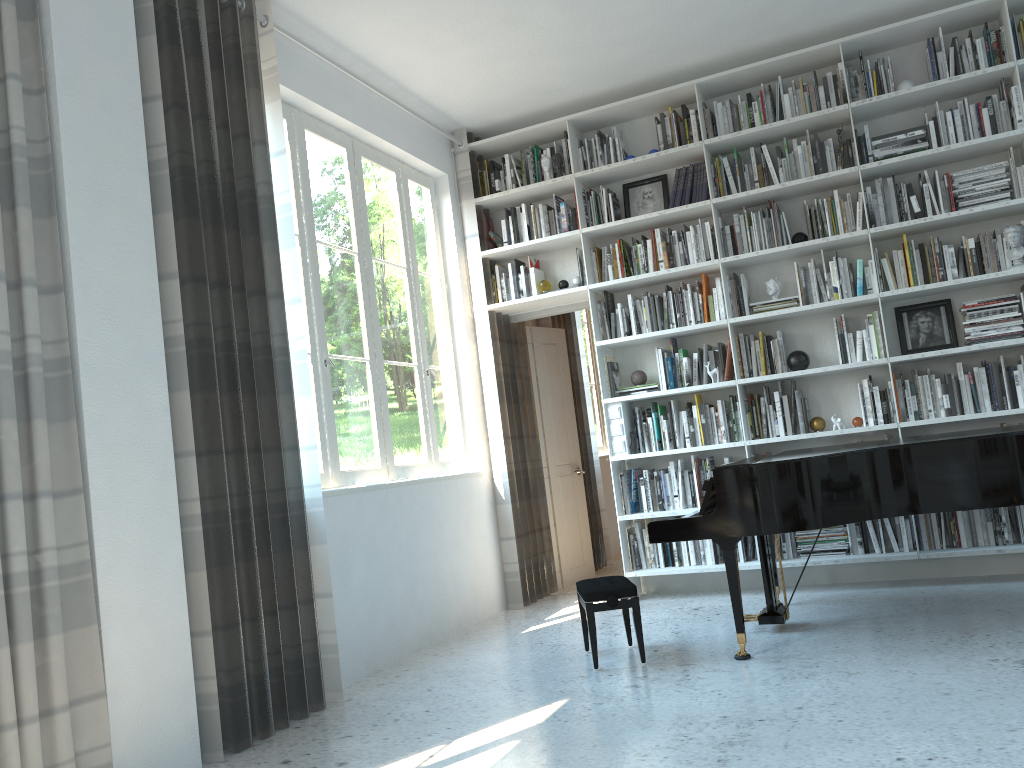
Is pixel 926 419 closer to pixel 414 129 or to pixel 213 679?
pixel 414 129

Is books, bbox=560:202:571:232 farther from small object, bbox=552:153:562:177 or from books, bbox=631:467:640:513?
books, bbox=631:467:640:513

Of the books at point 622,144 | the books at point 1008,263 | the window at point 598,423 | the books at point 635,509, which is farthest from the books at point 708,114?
the window at point 598,423

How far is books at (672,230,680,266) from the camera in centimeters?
558cm

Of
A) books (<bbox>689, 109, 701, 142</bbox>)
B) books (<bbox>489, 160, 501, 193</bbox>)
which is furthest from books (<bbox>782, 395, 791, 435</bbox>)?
books (<bbox>489, 160, 501, 193</bbox>)

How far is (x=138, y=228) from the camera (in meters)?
3.21

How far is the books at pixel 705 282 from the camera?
5.53m

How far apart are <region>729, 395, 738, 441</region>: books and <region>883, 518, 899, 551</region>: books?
1.1 meters

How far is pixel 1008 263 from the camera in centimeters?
484cm

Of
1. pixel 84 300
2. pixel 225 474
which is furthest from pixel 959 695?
pixel 84 300
